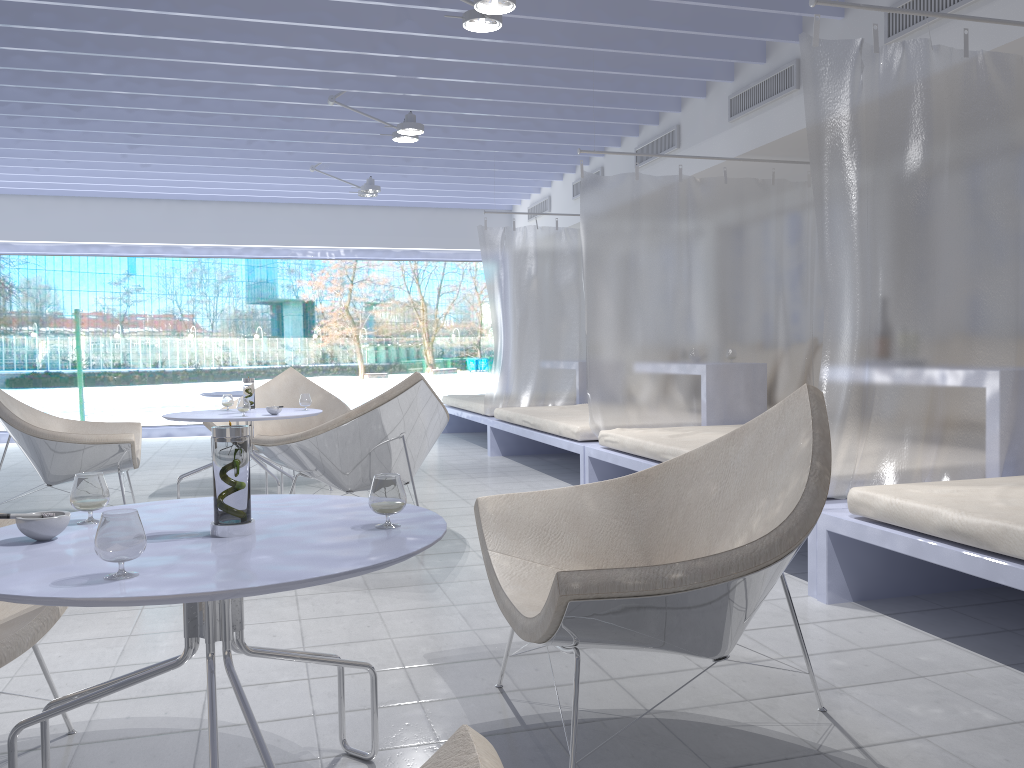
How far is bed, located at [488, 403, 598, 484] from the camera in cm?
529

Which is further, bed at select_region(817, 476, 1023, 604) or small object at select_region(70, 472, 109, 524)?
bed at select_region(817, 476, 1023, 604)

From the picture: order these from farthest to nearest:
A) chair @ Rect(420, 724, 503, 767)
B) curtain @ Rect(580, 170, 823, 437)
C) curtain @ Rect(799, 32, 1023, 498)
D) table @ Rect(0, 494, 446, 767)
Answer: curtain @ Rect(580, 170, 823, 437)
curtain @ Rect(799, 32, 1023, 498)
table @ Rect(0, 494, 446, 767)
chair @ Rect(420, 724, 503, 767)

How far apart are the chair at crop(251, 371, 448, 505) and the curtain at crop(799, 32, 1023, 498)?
1.72m

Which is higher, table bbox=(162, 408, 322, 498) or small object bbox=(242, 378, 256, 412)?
small object bbox=(242, 378, 256, 412)

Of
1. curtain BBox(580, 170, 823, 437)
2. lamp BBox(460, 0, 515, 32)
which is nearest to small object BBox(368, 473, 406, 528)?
lamp BBox(460, 0, 515, 32)

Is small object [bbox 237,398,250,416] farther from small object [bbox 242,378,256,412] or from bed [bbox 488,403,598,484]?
bed [bbox 488,403,598,484]

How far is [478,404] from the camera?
7.7 meters

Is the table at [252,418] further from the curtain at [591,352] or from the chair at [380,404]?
the curtain at [591,352]

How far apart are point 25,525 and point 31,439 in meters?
3.1 m
